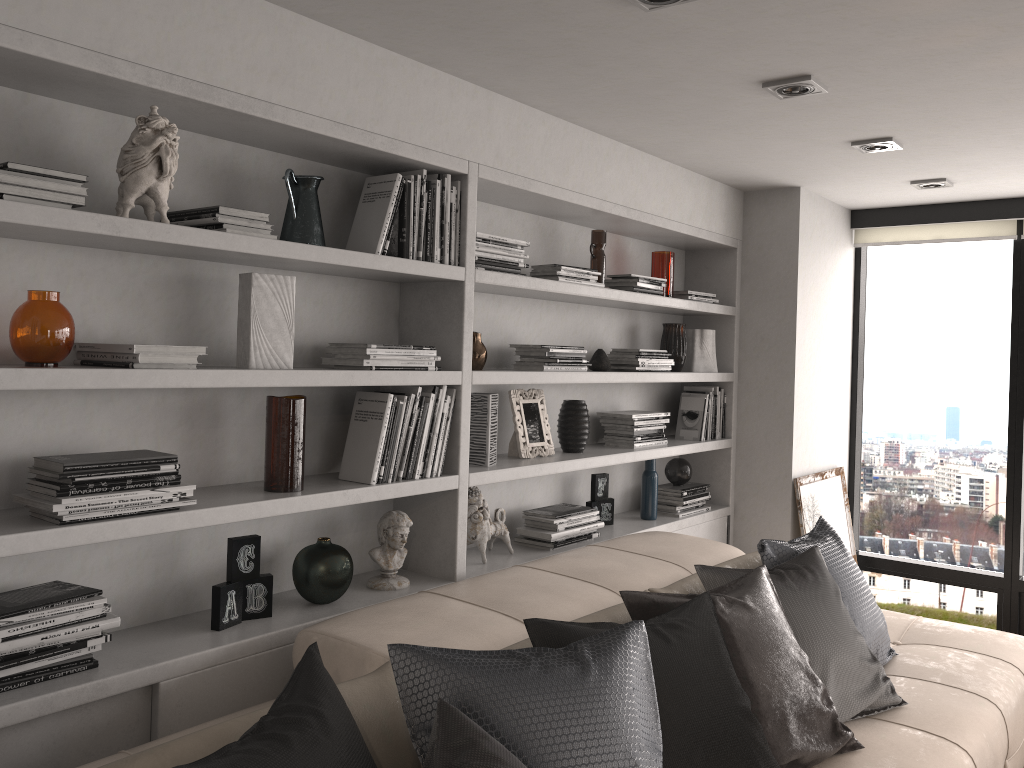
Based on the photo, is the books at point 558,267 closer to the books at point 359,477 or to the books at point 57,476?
the books at point 359,477

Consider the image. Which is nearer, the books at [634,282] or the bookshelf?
the bookshelf

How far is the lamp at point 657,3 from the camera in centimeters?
214cm

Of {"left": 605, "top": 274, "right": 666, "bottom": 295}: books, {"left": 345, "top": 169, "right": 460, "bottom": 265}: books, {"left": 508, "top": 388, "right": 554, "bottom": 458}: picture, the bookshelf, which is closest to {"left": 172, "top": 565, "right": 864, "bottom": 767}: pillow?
the bookshelf

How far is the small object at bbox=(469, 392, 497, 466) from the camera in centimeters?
313cm

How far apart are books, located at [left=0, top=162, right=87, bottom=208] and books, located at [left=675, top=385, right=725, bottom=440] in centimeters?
317cm

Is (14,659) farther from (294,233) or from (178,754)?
(294,233)

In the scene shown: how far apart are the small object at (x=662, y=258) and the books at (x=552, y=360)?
0.8m

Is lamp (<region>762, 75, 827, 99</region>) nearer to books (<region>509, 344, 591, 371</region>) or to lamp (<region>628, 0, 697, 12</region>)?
lamp (<region>628, 0, 697, 12</region>)

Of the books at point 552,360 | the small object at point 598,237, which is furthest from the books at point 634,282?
the books at point 552,360
